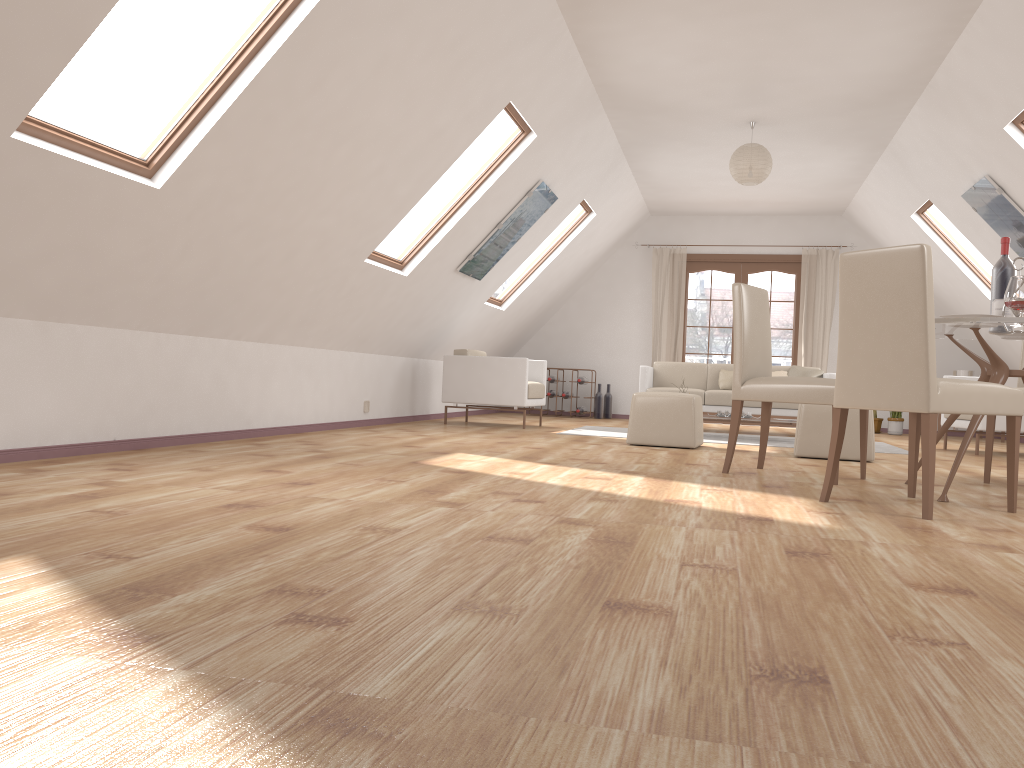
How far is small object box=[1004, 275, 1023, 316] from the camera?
3.6 meters

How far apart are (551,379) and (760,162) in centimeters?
460cm

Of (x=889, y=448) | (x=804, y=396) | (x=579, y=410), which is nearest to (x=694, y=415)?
(x=804, y=396)

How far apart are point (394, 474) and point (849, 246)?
8.4 meters

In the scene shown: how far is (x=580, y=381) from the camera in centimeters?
1088cm

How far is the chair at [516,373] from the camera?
7.9m

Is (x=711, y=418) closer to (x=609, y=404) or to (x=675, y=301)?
(x=609, y=404)

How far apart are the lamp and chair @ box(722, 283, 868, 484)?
2.5 meters

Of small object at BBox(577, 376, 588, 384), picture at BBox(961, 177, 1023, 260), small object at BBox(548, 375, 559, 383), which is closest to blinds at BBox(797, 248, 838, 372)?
small object at BBox(577, 376, 588, 384)

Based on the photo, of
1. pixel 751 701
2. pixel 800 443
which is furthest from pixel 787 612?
pixel 800 443
